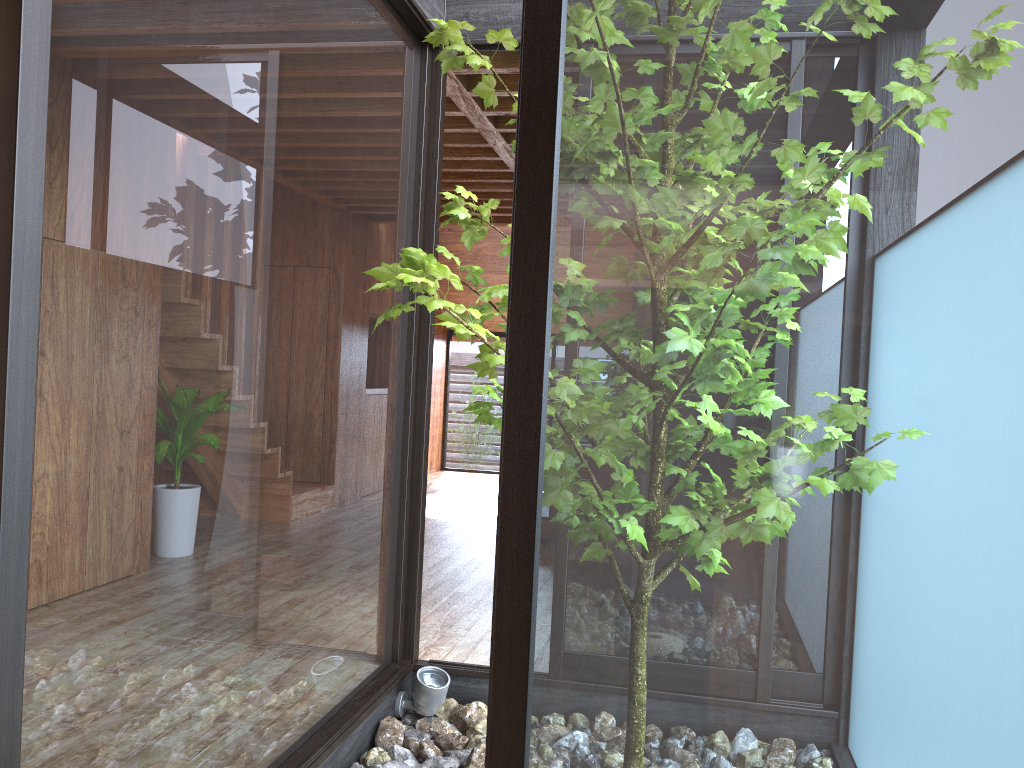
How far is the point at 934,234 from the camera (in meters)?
1.00

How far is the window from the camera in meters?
1.0 m

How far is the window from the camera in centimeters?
100cm
